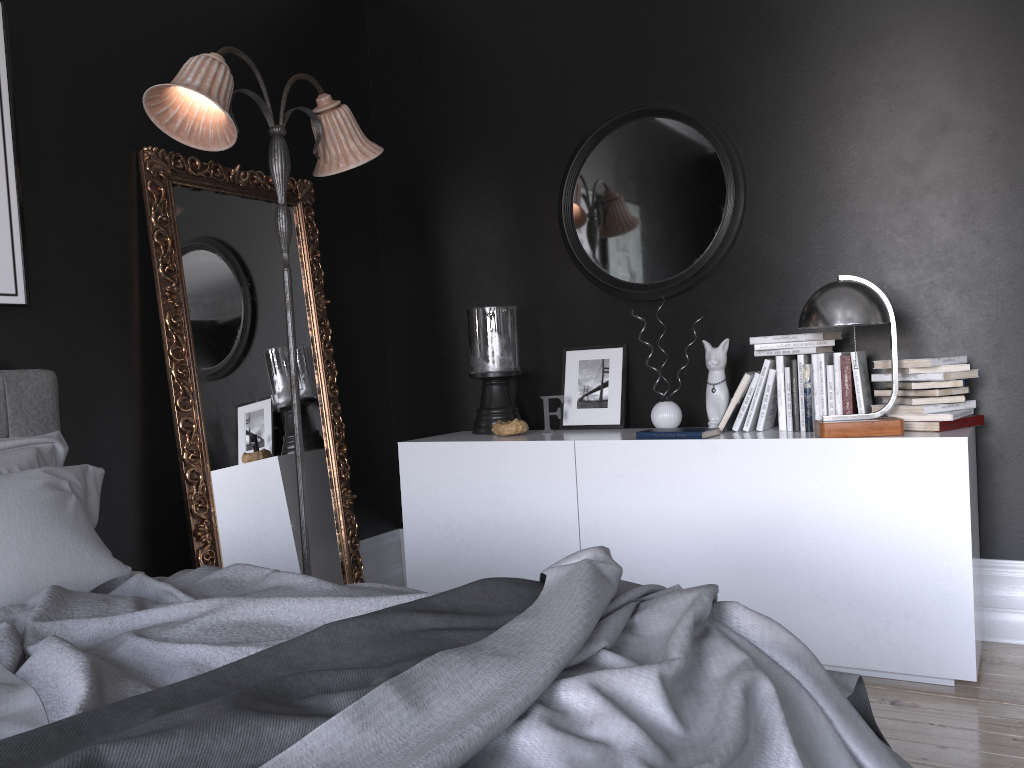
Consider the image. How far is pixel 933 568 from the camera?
3.1m

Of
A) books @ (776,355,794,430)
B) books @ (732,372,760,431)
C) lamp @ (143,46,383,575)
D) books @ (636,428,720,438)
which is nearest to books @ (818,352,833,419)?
books @ (776,355,794,430)

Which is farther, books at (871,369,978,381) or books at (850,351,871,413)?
books at (850,351,871,413)

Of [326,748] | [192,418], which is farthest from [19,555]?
[326,748]

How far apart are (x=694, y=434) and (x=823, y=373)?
0.57m

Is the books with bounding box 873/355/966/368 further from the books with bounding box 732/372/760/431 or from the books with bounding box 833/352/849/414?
the books with bounding box 732/372/760/431

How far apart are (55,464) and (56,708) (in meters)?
1.80

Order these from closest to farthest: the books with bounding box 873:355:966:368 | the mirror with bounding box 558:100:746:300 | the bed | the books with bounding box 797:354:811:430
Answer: the bed → the books with bounding box 873:355:966:368 → the books with bounding box 797:354:811:430 → the mirror with bounding box 558:100:746:300

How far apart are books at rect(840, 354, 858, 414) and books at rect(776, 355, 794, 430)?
0.2m

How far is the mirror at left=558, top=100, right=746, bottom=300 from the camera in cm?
400
